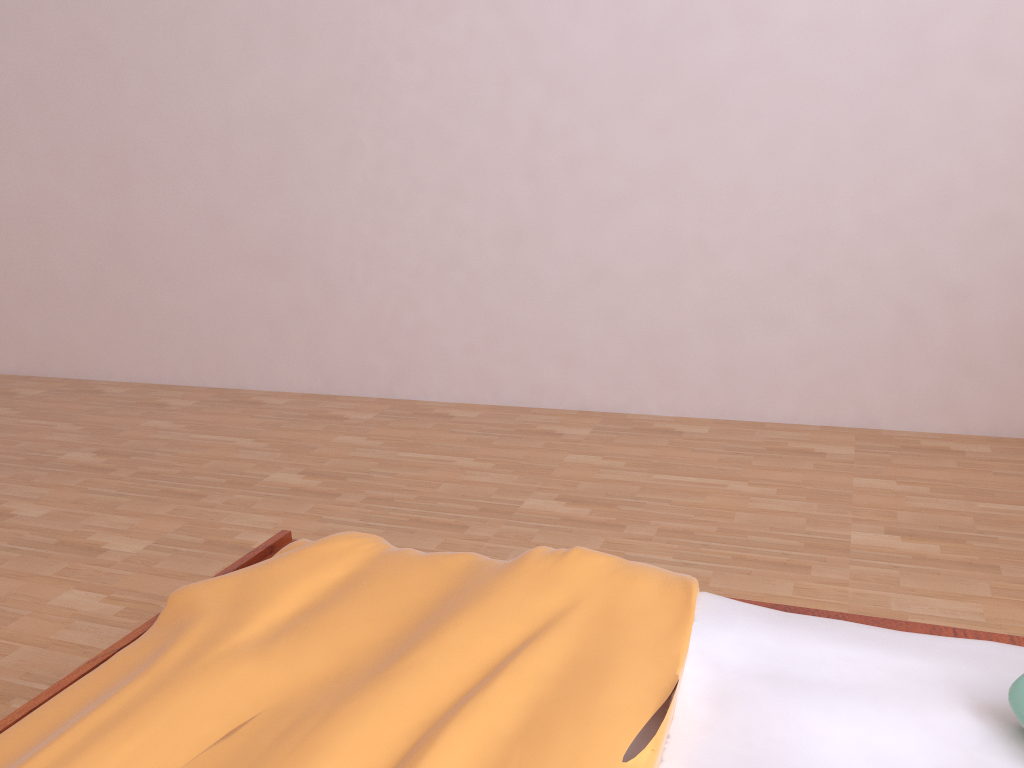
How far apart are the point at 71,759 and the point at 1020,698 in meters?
0.9 m

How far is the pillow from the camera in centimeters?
87cm

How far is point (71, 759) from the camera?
0.89m

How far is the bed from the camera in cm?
89

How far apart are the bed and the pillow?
0.02m

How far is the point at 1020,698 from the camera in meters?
0.9 m

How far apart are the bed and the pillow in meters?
0.0 m
